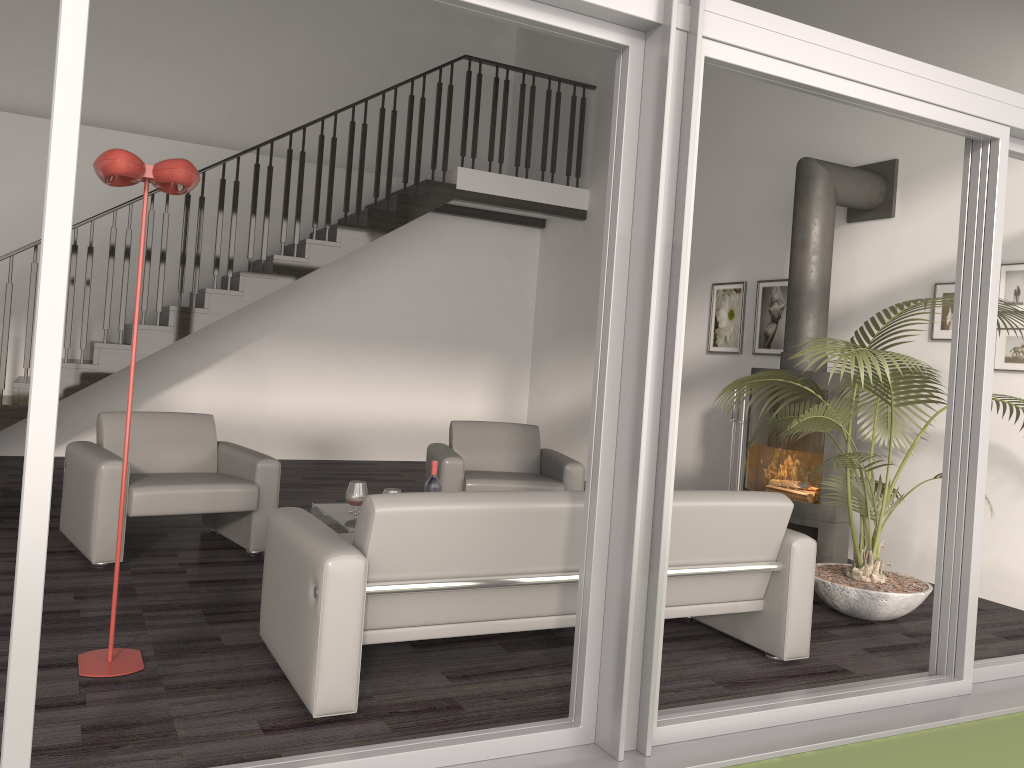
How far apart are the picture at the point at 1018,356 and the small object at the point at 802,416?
0.4 meters

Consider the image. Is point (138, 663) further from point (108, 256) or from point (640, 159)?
point (108, 256)

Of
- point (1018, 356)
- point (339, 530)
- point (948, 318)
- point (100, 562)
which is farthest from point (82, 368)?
point (1018, 356)

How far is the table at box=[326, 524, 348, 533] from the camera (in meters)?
4.52

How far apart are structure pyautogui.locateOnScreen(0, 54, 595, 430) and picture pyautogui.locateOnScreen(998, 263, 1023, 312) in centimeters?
474cm

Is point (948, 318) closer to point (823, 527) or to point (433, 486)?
point (823, 527)

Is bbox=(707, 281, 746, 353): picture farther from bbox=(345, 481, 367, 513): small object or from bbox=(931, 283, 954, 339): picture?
bbox=(345, 481, 367, 513): small object

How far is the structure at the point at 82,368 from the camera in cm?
715

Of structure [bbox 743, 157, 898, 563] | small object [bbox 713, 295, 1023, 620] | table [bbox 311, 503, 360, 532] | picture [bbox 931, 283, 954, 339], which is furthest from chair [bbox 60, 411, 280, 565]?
picture [bbox 931, 283, 954, 339]

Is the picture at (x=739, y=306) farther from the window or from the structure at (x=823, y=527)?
the window
